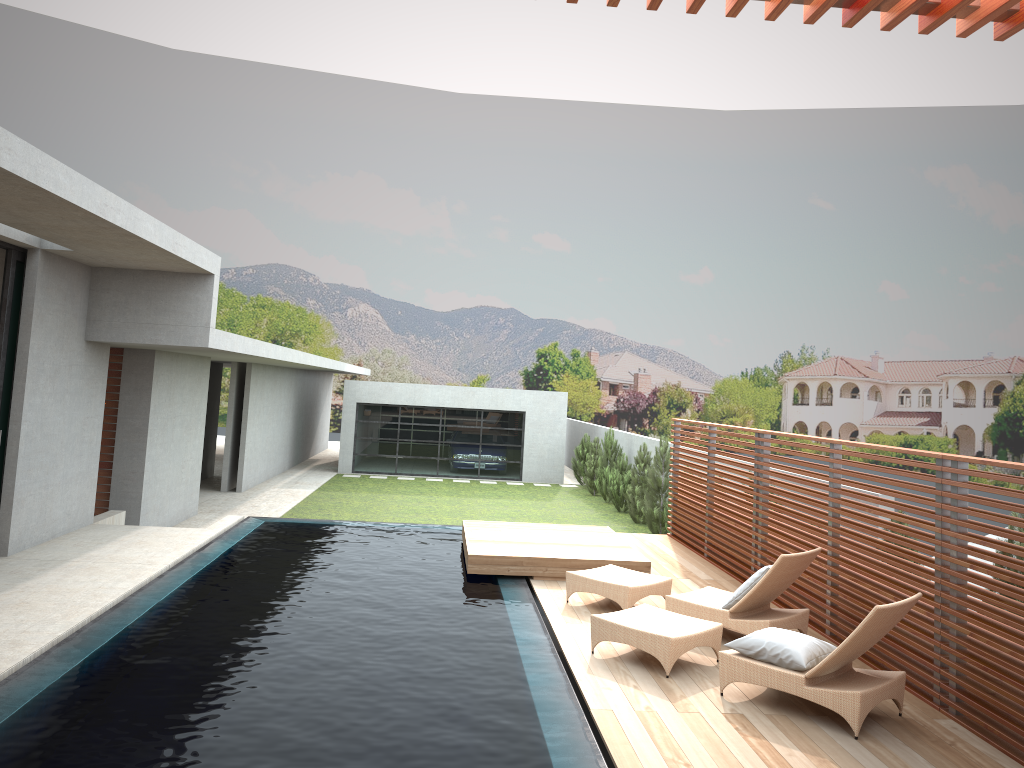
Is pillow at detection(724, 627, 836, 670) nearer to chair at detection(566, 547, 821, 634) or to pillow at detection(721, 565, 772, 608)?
chair at detection(566, 547, 821, 634)

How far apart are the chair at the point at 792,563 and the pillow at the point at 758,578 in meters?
0.1

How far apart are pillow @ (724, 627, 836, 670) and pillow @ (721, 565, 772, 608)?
1.1m

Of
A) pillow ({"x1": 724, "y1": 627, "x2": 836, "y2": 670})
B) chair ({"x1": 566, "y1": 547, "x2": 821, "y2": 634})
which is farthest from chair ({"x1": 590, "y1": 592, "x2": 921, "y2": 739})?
chair ({"x1": 566, "y1": 547, "x2": 821, "y2": 634})

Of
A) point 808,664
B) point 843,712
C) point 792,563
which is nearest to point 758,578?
point 792,563

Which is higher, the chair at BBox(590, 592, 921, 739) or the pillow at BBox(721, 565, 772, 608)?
the pillow at BBox(721, 565, 772, 608)

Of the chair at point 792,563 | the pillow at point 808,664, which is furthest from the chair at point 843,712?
the chair at point 792,563

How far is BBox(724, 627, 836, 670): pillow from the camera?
6.0 meters

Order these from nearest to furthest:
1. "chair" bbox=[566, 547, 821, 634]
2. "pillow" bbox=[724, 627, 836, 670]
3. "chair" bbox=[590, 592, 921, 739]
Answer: "chair" bbox=[590, 592, 921, 739] < "pillow" bbox=[724, 627, 836, 670] < "chair" bbox=[566, 547, 821, 634]

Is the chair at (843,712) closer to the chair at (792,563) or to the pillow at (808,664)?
the pillow at (808,664)
